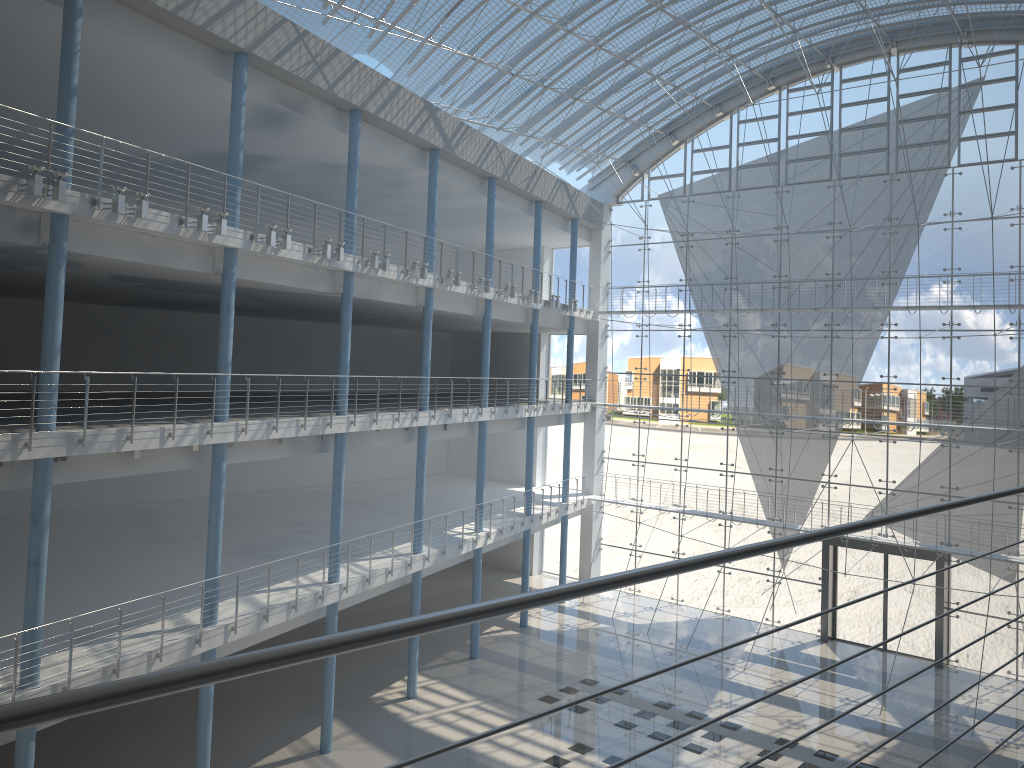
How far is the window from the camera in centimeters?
385cm

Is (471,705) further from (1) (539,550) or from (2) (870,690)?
(1) (539,550)

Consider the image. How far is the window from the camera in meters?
3.9 m

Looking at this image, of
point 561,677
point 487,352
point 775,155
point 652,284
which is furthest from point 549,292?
point 561,677
